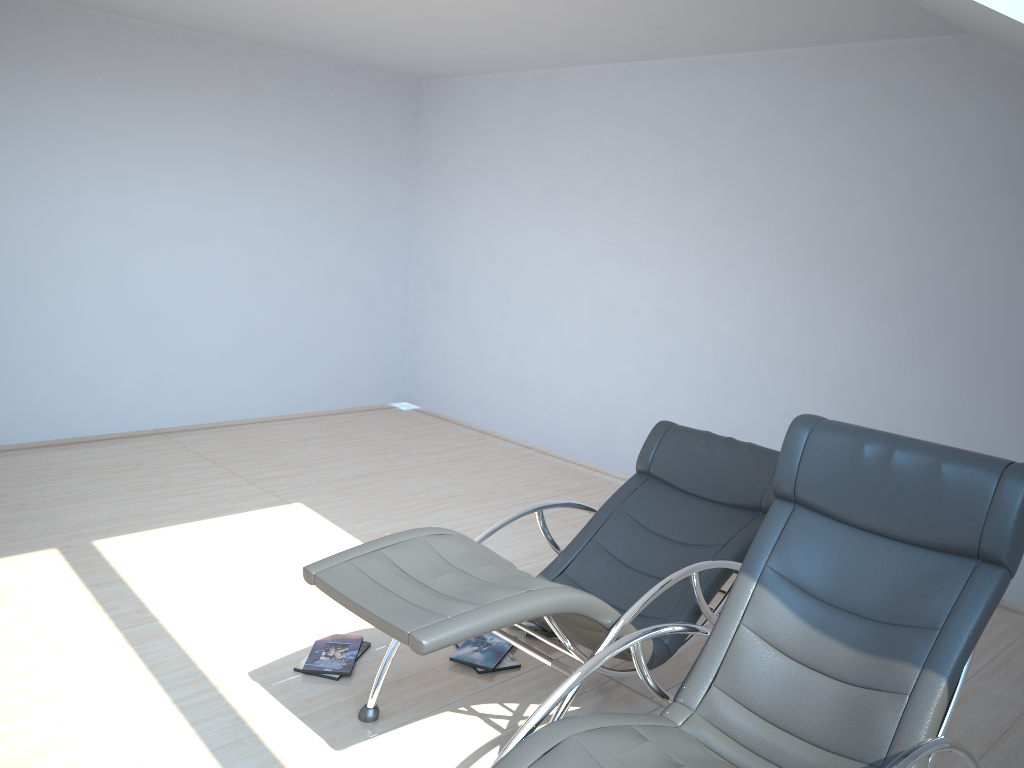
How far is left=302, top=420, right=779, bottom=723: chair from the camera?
2.58m

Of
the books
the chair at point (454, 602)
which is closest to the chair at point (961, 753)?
the chair at point (454, 602)

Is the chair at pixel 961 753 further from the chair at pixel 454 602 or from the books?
the books

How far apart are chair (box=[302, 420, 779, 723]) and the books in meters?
0.3

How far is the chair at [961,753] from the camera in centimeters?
233cm

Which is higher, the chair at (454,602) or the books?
the chair at (454,602)

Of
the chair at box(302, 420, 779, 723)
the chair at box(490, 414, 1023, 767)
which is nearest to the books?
the chair at box(302, 420, 779, 723)

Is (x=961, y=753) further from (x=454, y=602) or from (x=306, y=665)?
(x=306, y=665)

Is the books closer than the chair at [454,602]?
No

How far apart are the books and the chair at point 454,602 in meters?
0.3
